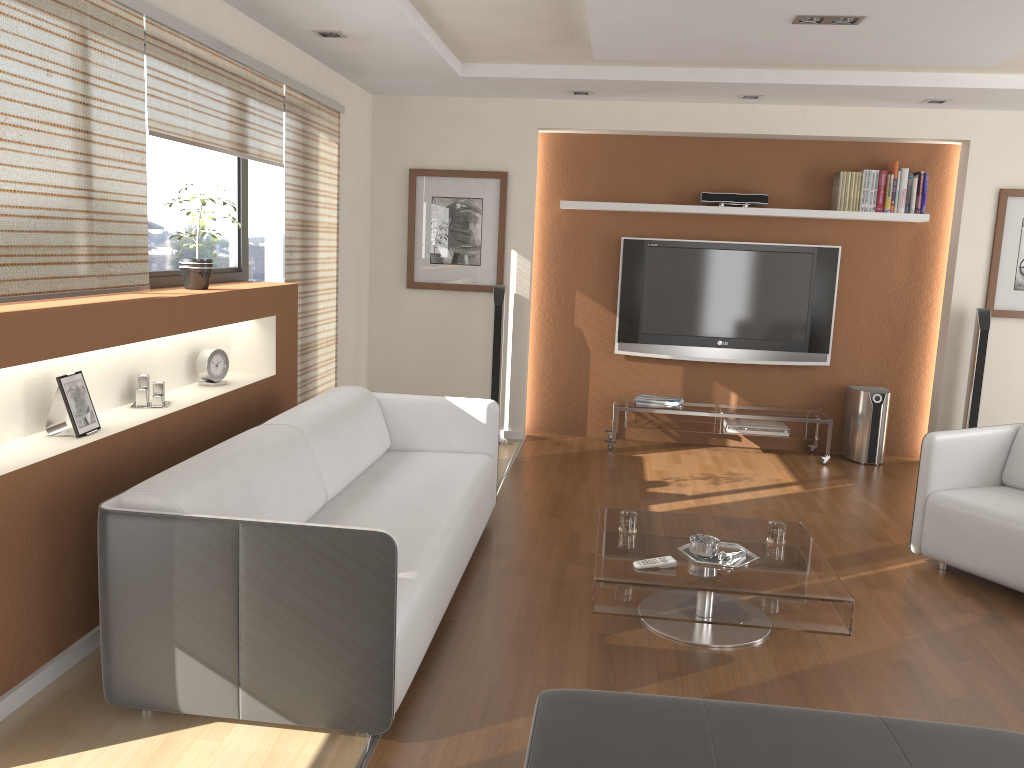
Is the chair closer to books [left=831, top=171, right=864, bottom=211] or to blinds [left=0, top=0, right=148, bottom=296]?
books [left=831, top=171, right=864, bottom=211]

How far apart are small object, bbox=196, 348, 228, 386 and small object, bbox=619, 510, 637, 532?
2.04m

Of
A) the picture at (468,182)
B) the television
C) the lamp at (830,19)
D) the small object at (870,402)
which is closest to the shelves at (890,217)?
the television

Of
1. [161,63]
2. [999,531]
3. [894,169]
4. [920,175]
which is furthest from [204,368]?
[920,175]

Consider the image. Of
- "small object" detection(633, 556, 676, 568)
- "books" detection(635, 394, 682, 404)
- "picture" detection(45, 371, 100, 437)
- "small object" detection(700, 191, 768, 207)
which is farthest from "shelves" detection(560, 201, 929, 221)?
"picture" detection(45, 371, 100, 437)

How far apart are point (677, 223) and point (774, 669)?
4.1 meters

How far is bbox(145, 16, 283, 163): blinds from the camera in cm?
352

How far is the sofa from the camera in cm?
251

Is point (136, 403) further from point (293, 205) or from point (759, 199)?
point (759, 199)

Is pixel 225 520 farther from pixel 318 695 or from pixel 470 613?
pixel 470 613
